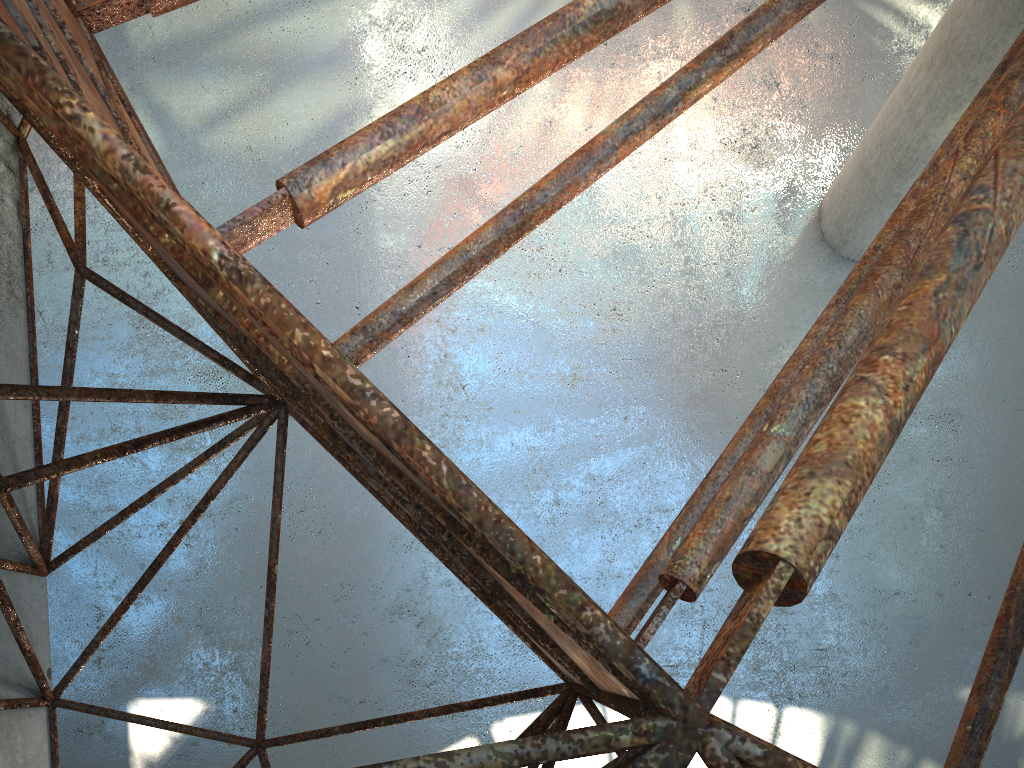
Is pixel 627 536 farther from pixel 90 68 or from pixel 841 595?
pixel 90 68

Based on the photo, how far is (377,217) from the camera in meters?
20.8
